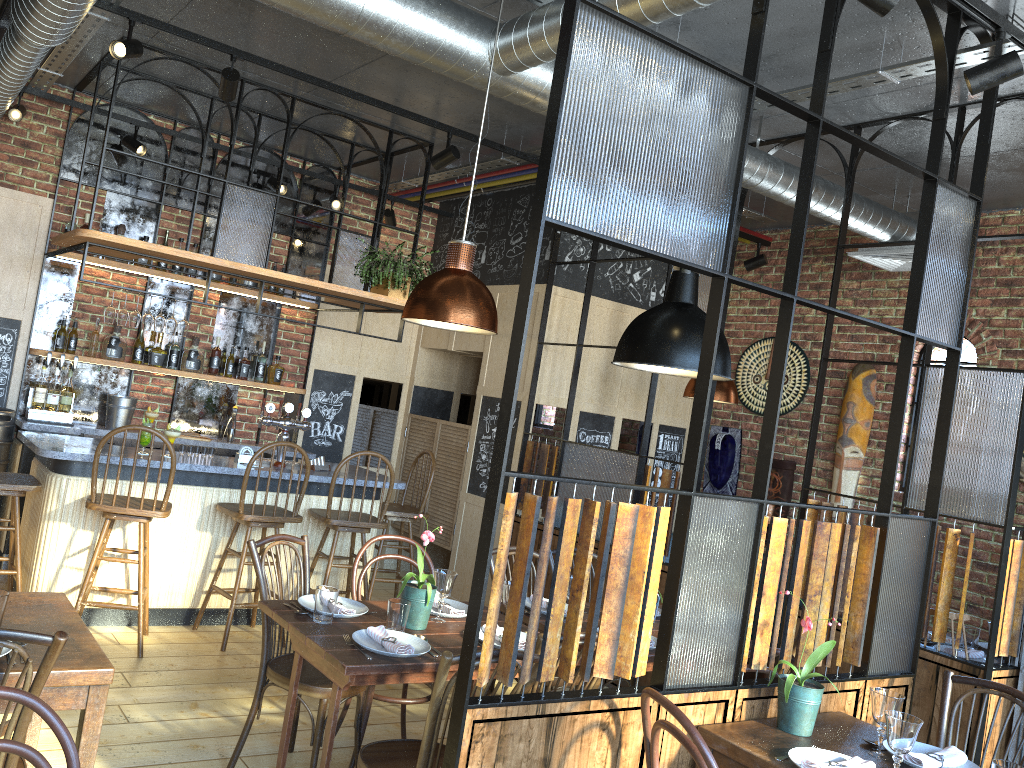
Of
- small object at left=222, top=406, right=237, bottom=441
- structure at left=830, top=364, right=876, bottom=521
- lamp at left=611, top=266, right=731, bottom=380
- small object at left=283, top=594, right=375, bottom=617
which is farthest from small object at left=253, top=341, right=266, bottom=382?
structure at left=830, top=364, right=876, bottom=521

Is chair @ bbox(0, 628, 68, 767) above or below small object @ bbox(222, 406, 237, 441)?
below

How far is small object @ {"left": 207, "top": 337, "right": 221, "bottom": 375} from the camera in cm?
660

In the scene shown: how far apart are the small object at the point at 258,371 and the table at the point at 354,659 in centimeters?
371cm

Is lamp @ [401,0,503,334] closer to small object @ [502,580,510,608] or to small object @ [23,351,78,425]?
small object @ [502,580,510,608]

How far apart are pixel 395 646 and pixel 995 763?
1.8 meters

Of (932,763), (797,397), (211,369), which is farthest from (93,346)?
(932,763)

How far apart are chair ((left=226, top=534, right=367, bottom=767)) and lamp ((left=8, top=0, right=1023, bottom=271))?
2.3 meters

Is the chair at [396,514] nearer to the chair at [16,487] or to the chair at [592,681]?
the chair at [16,487]

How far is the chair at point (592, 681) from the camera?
2.98m
